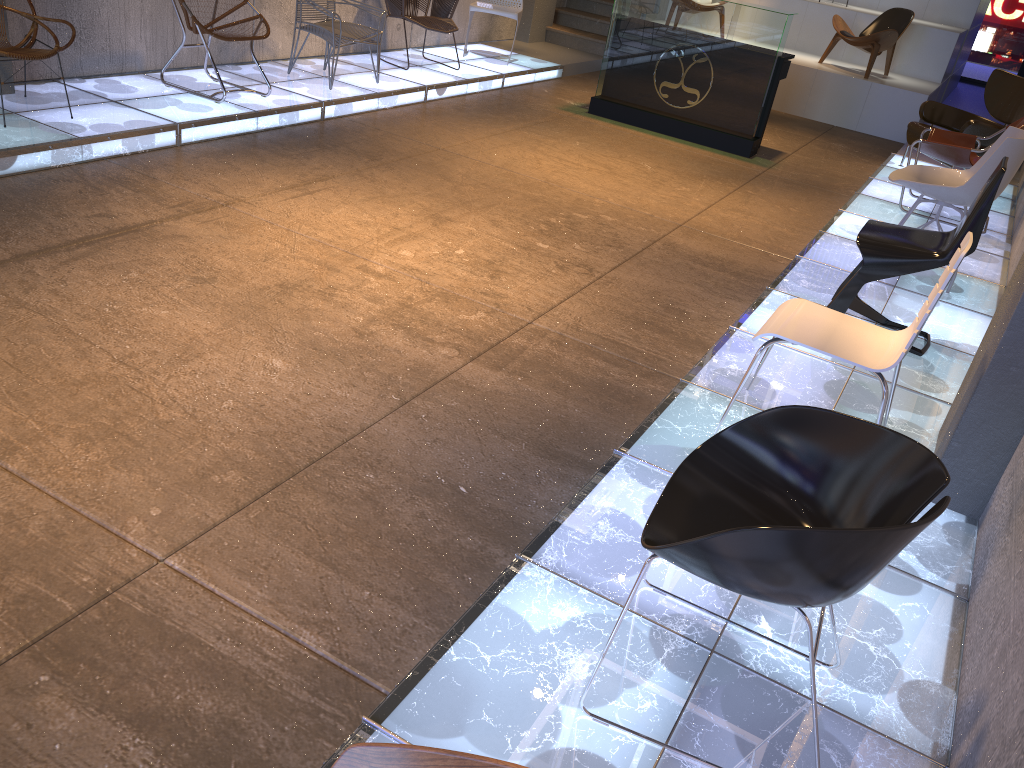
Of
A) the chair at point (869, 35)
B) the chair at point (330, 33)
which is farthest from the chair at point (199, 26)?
the chair at point (869, 35)

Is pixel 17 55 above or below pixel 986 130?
below

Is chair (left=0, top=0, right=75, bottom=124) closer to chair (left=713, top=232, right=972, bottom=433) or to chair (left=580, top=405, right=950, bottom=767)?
chair (left=713, top=232, right=972, bottom=433)

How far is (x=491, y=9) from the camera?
9.12m

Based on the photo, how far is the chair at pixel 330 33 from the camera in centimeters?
683cm

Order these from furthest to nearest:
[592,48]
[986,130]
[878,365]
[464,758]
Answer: [592,48] → [986,130] → [878,365] → [464,758]

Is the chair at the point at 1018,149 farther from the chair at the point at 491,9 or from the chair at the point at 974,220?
the chair at the point at 491,9

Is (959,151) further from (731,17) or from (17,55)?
(17,55)

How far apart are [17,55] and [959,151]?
6.0 meters

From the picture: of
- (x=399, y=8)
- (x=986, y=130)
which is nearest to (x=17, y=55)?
(x=399, y=8)
